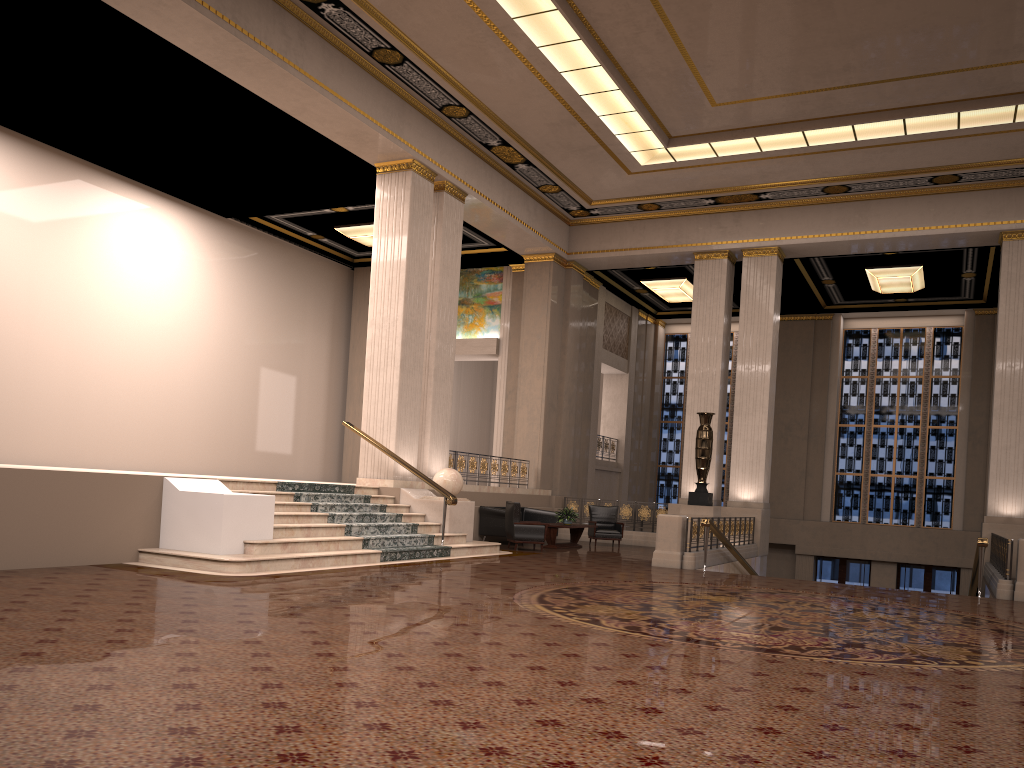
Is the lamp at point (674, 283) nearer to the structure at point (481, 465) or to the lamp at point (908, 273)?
the lamp at point (908, 273)

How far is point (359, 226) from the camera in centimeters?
1923cm

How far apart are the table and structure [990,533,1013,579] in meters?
6.8

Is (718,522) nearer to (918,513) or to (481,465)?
(481,465)

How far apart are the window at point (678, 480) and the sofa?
9.35m

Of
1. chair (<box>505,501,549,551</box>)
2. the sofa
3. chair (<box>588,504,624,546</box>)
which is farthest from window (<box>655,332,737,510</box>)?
chair (<box>505,501,549,551</box>)

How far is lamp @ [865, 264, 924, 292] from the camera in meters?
19.8

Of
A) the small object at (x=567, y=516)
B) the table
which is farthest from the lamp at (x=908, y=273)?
the small object at (x=567, y=516)

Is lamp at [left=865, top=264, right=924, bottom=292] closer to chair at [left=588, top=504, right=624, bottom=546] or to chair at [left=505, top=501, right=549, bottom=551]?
chair at [left=588, top=504, right=624, bottom=546]

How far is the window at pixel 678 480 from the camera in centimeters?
2626cm
